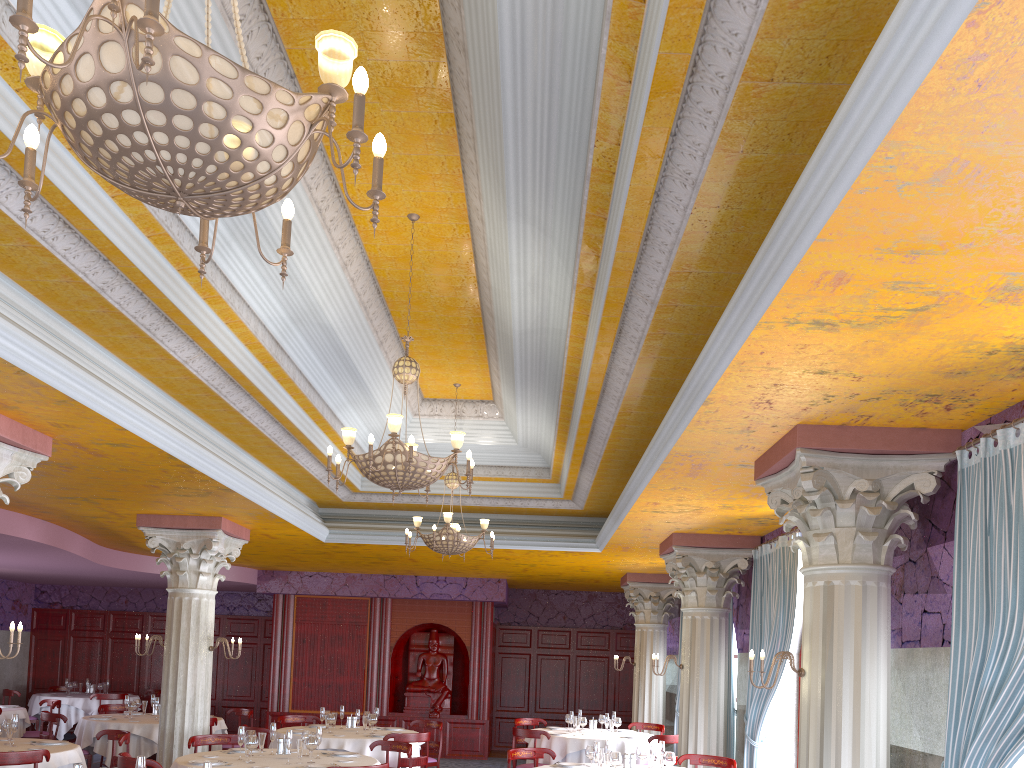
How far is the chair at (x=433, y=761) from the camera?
11.8 meters

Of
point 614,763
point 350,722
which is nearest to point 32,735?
point 350,722

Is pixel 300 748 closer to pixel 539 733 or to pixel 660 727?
pixel 539 733

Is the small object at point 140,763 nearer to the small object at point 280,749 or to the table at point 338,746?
the small object at point 280,749

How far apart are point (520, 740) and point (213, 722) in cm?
465

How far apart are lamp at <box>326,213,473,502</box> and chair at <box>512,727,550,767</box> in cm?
602

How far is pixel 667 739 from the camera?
11.22m

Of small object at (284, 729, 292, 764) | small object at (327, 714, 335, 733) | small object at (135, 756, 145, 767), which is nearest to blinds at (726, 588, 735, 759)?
small object at (327, 714, 335, 733)

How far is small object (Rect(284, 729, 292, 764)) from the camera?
7.7m

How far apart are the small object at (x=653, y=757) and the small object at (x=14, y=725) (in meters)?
6.16
